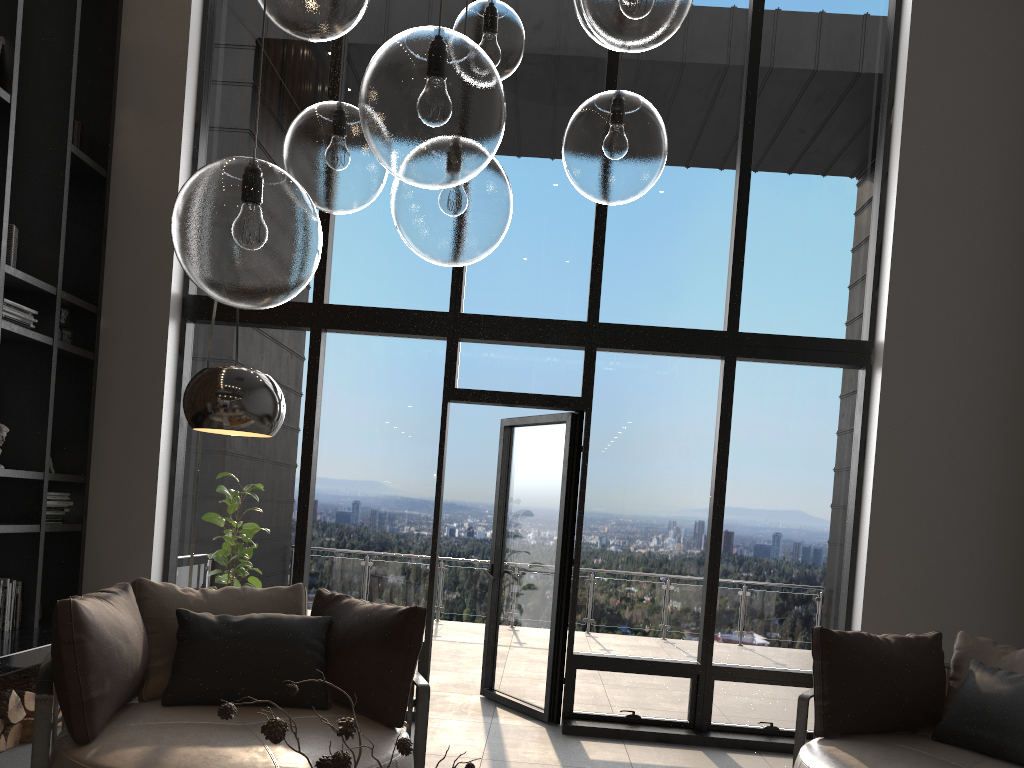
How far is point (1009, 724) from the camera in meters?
3.6

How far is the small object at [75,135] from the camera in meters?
5.4

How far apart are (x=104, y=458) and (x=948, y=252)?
5.3m

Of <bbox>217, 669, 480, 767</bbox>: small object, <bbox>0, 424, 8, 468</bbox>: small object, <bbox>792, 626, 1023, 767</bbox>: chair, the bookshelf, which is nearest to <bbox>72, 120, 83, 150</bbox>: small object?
the bookshelf

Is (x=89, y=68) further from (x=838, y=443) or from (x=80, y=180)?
(x=838, y=443)

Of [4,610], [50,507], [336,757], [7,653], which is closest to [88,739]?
[7,653]

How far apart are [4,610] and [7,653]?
0.68m

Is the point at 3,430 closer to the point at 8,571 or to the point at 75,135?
the point at 8,571

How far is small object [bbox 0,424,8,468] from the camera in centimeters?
462cm

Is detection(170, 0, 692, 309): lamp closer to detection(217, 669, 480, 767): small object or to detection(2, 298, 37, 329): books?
detection(217, 669, 480, 767): small object
